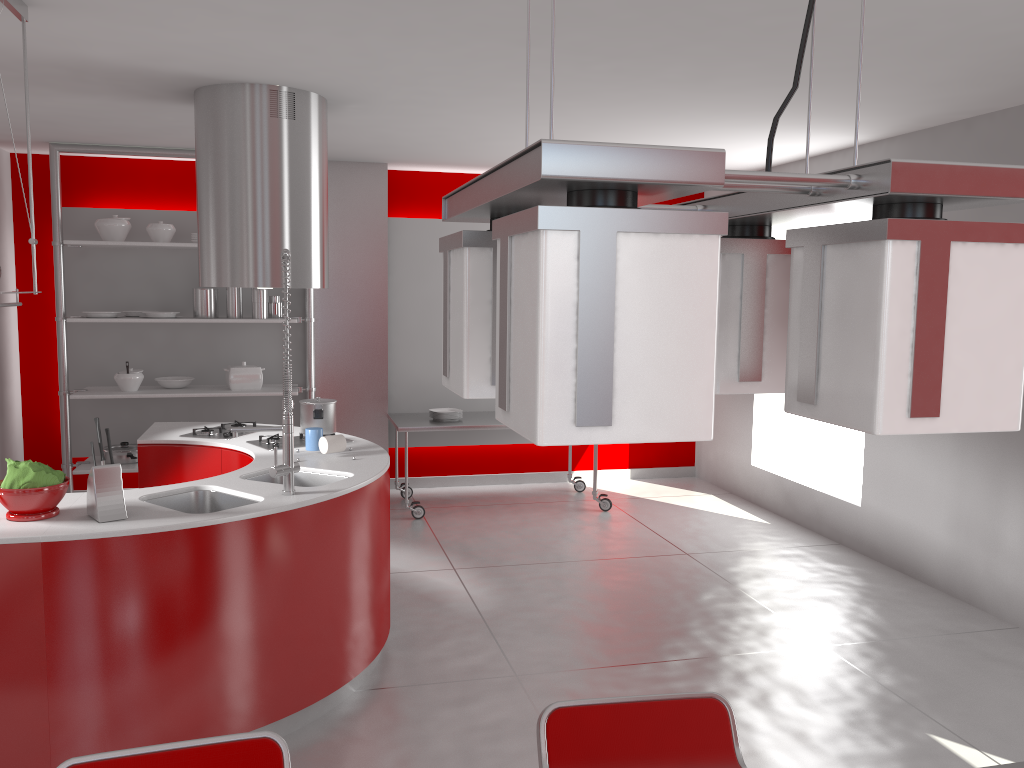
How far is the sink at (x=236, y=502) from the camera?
3.4 meters

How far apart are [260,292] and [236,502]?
3.1m

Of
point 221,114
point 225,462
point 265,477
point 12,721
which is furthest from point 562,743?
point 221,114

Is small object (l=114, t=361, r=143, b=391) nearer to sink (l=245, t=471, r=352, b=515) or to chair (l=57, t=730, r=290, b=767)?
sink (l=245, t=471, r=352, b=515)

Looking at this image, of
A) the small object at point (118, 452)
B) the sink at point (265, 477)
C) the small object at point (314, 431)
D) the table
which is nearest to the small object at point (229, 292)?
the small object at point (118, 452)

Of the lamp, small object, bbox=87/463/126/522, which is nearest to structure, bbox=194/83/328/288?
small object, bbox=87/463/126/522

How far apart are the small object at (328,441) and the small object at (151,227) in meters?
2.8 m

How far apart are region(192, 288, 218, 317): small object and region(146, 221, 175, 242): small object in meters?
0.4 m

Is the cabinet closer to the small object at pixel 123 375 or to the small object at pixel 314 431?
the small object at pixel 314 431

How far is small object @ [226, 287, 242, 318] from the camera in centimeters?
618cm
